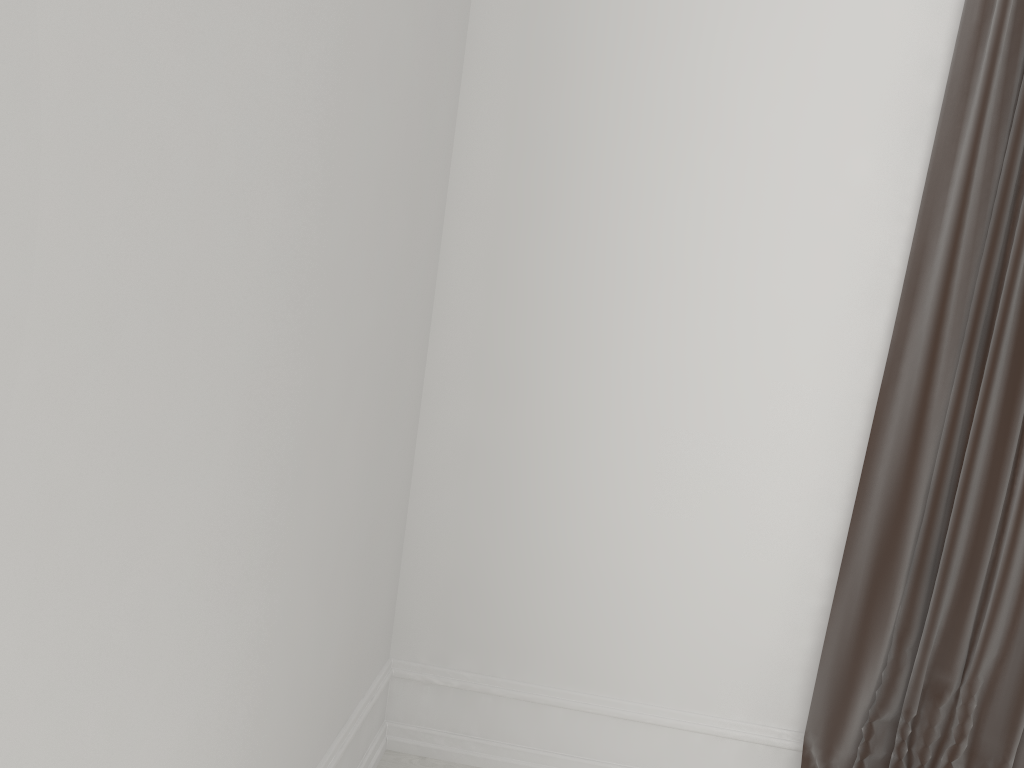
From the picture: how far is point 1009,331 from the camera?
1.7 meters

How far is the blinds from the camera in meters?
1.7

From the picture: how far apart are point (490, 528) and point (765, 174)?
0.98m

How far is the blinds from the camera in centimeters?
173cm
